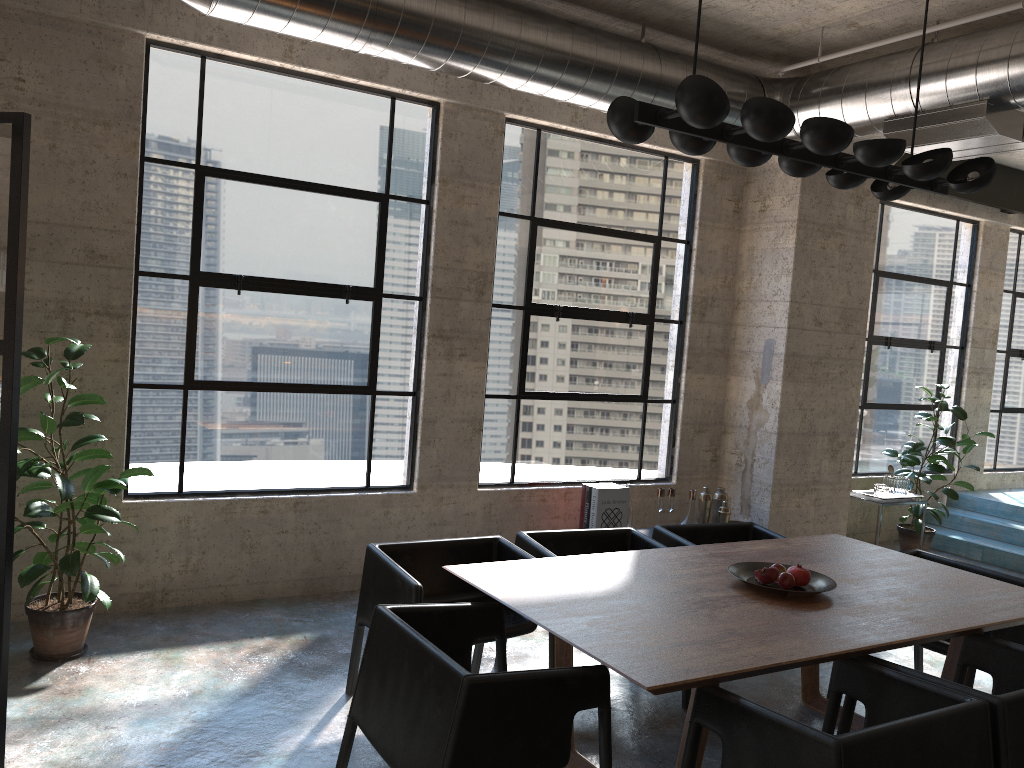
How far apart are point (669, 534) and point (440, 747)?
2.4m

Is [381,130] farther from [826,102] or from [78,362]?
[826,102]

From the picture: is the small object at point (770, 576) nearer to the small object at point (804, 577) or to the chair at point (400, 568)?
the small object at point (804, 577)

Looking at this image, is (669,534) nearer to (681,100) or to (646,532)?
(646,532)

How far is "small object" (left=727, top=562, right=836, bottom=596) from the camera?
3.50m

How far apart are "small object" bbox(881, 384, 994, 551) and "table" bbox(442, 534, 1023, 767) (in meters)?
3.40

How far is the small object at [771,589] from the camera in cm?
350

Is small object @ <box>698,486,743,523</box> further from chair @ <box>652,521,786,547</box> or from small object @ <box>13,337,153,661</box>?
small object @ <box>13,337,153,661</box>

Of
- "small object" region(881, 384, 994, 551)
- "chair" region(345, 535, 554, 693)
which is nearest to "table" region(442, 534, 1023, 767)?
"chair" region(345, 535, 554, 693)

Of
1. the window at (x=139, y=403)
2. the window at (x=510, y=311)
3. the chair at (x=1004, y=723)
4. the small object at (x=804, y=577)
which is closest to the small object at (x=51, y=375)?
the window at (x=139, y=403)
